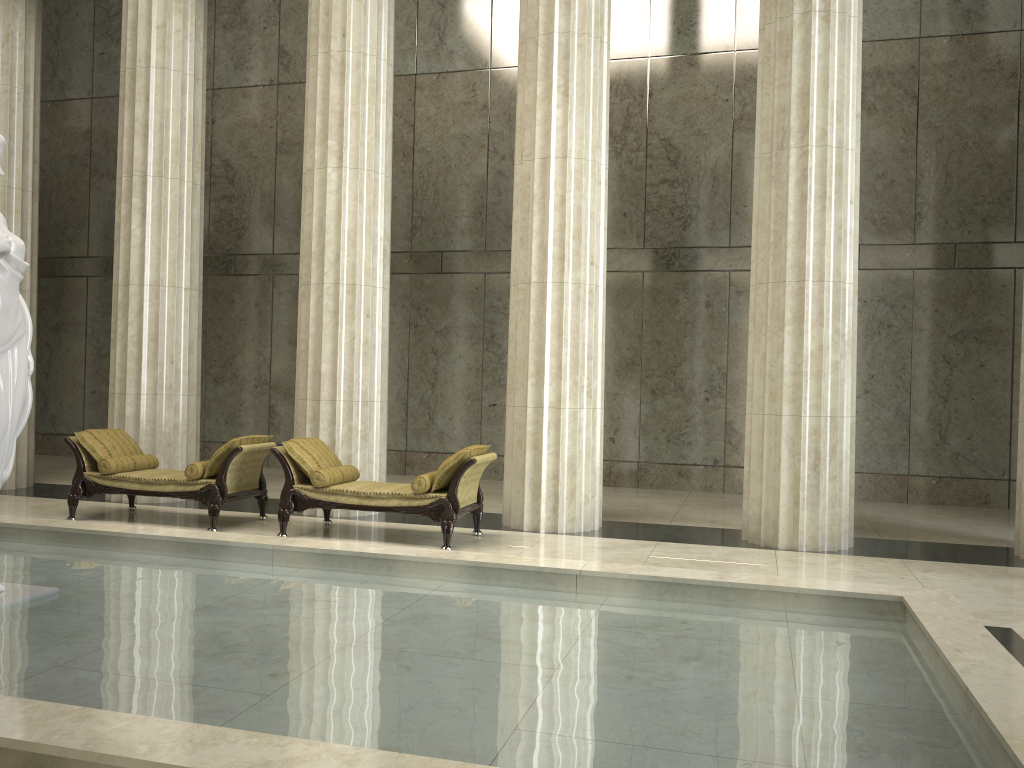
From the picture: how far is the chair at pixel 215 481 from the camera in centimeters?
895cm

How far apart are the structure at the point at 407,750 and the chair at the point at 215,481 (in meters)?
1.68

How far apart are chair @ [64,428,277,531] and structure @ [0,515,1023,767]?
1.68m

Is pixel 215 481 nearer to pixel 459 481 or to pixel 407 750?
pixel 459 481

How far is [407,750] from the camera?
3.3m

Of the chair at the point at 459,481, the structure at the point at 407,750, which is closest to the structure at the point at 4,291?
the structure at the point at 407,750

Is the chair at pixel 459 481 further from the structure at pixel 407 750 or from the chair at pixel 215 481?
the structure at pixel 407 750

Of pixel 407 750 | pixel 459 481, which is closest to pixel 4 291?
pixel 407 750

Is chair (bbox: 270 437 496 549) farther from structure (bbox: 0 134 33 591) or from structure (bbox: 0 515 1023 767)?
structure (bbox: 0 134 33 591)

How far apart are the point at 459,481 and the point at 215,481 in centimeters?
259cm
